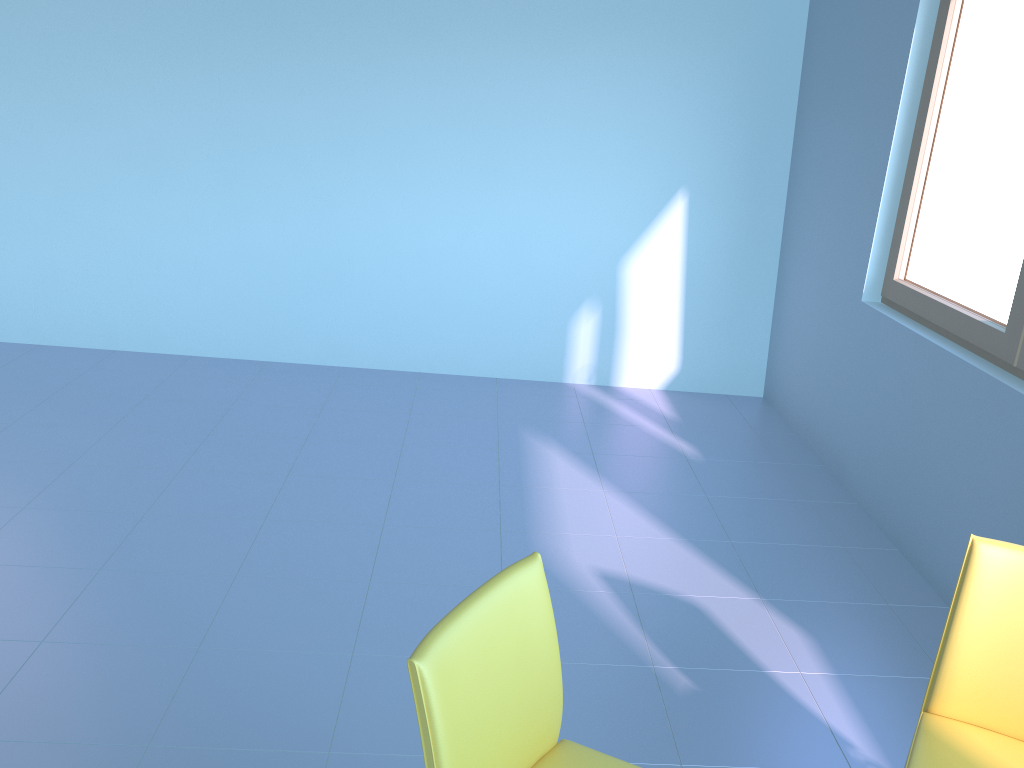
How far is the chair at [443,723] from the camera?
1.2m

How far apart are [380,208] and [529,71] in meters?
1.0

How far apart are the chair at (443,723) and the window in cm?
176

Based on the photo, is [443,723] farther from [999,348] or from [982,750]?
[999,348]

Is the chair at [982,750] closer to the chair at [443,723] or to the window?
the chair at [443,723]

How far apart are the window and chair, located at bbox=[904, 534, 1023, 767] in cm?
112

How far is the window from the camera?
2.6 meters

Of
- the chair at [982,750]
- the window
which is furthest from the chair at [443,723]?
the window

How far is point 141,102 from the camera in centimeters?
413cm

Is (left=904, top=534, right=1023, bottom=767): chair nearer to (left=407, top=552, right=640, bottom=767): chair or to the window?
(left=407, top=552, right=640, bottom=767): chair
